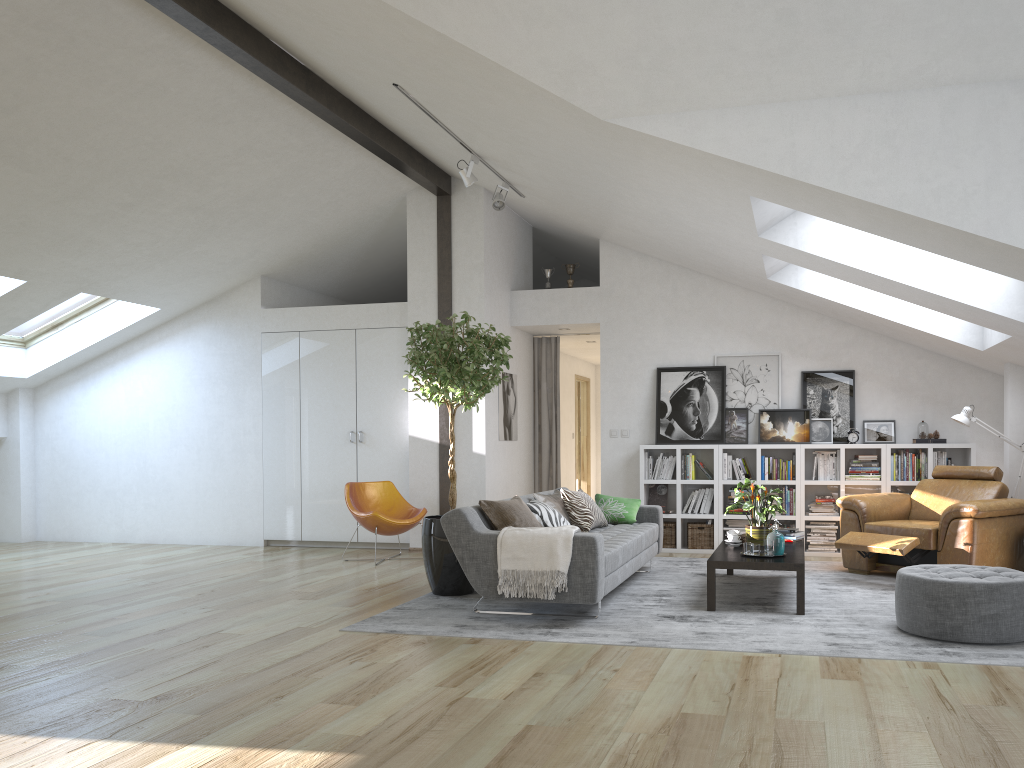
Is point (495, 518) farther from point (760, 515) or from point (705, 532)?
point (705, 532)

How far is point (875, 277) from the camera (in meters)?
5.97

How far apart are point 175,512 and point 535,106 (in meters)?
6.75

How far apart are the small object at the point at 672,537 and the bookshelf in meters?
0.1

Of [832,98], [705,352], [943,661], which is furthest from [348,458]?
[943,661]

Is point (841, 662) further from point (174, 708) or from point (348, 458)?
point (348, 458)

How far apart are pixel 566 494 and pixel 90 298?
6.0 meters

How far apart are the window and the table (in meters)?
7.02

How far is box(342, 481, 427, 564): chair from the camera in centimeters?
791cm

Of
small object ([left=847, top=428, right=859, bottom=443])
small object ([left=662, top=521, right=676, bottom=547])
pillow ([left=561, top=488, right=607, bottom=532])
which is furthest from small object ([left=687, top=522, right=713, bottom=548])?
pillow ([left=561, top=488, right=607, bottom=532])
